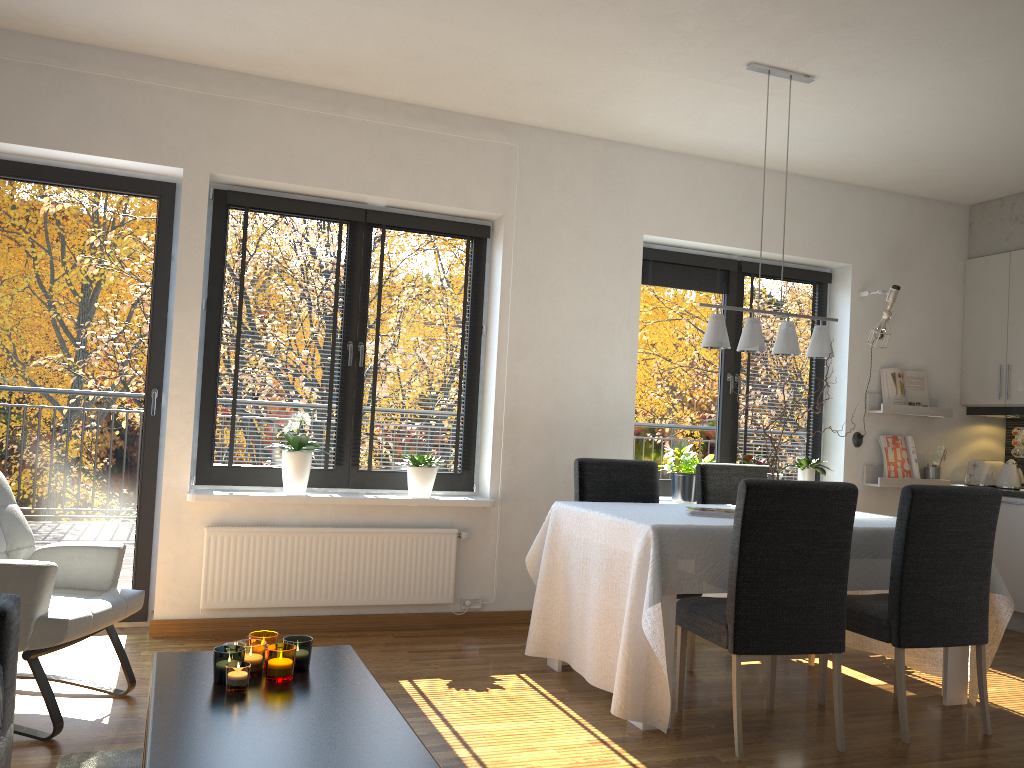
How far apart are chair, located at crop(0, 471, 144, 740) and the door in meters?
1.0

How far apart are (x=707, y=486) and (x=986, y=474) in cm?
245

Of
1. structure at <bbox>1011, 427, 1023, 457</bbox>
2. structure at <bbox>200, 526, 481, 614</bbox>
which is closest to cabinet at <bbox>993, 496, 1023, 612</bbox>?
structure at <bbox>1011, 427, 1023, 457</bbox>

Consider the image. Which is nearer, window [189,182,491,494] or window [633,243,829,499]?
window [189,182,491,494]

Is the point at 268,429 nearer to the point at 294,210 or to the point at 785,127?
the point at 294,210

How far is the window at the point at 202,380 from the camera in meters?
4.5

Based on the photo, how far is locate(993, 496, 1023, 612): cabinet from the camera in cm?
541

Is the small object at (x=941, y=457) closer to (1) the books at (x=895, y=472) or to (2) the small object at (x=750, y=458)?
(1) the books at (x=895, y=472)

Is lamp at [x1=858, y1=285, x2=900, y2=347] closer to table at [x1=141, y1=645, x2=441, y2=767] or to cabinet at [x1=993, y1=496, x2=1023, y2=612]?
cabinet at [x1=993, y1=496, x2=1023, y2=612]

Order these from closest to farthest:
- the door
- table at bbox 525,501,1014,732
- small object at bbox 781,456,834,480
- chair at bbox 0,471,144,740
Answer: chair at bbox 0,471,144,740
table at bbox 525,501,1014,732
the door
small object at bbox 781,456,834,480
